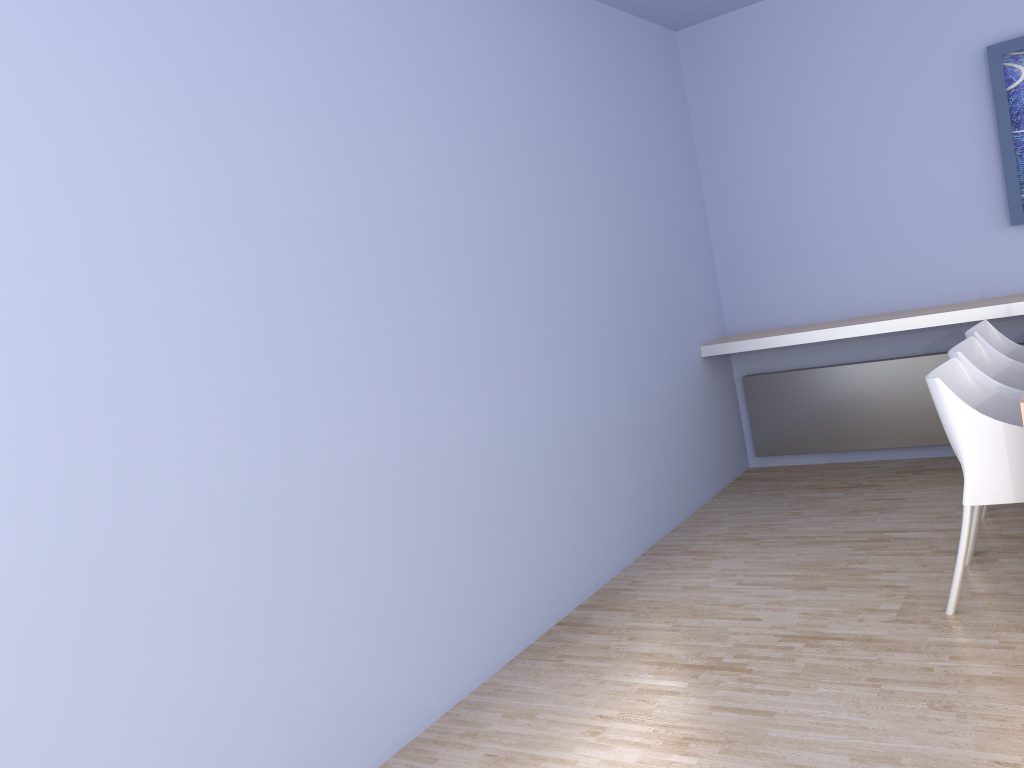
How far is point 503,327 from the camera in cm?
347

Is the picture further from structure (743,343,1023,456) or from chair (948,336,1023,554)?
chair (948,336,1023,554)

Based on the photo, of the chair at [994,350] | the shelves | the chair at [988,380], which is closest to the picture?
the shelves

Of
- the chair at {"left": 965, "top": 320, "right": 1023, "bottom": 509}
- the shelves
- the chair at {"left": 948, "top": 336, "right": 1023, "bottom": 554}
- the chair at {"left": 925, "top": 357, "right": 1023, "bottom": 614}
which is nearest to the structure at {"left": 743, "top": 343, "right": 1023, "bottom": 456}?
the shelves

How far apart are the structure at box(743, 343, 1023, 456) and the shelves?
0.3m

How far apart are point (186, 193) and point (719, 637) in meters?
2.3 m

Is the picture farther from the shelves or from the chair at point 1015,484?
the chair at point 1015,484

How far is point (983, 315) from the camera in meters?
4.3 m

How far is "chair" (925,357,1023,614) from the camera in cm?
280

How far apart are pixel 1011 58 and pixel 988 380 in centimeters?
204cm
